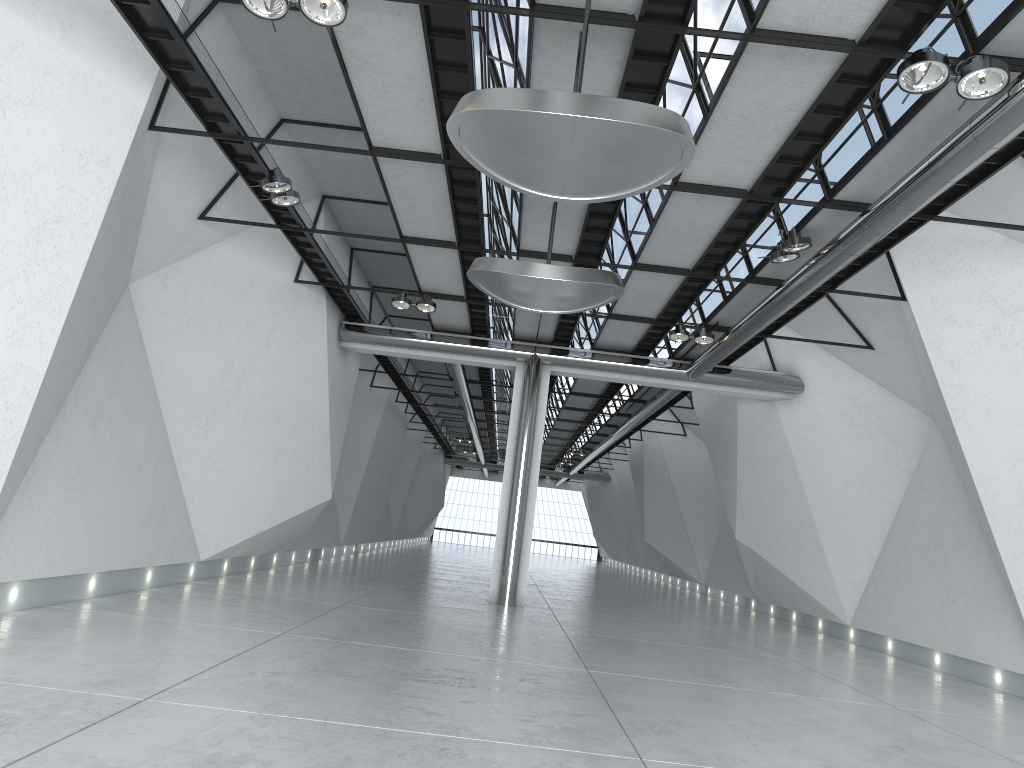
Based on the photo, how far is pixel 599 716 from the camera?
42.94m

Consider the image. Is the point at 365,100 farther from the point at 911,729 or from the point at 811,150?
the point at 911,729
